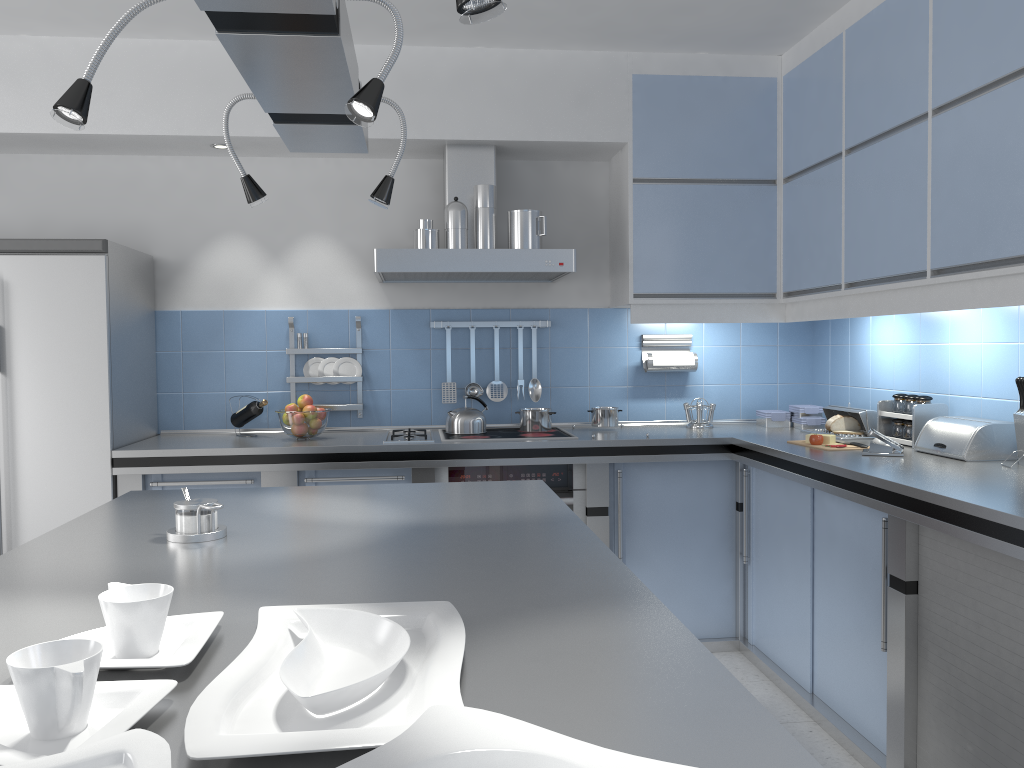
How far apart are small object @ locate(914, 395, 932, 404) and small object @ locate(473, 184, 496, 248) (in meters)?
1.85

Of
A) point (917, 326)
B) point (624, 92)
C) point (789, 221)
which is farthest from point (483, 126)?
point (917, 326)

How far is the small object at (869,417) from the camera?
3.76m

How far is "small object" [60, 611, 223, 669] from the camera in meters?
1.1

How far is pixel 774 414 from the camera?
4.33m

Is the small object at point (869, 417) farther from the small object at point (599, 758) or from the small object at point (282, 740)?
the small object at point (599, 758)

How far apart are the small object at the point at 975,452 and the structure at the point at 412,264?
1.54m

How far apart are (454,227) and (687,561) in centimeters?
181cm

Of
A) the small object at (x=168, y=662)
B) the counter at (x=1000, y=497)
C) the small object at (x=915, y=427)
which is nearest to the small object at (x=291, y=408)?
the counter at (x=1000, y=497)

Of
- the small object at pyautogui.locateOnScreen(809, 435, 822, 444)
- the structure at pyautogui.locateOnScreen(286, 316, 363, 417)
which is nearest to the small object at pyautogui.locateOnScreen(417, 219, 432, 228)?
the structure at pyautogui.locateOnScreen(286, 316, 363, 417)
